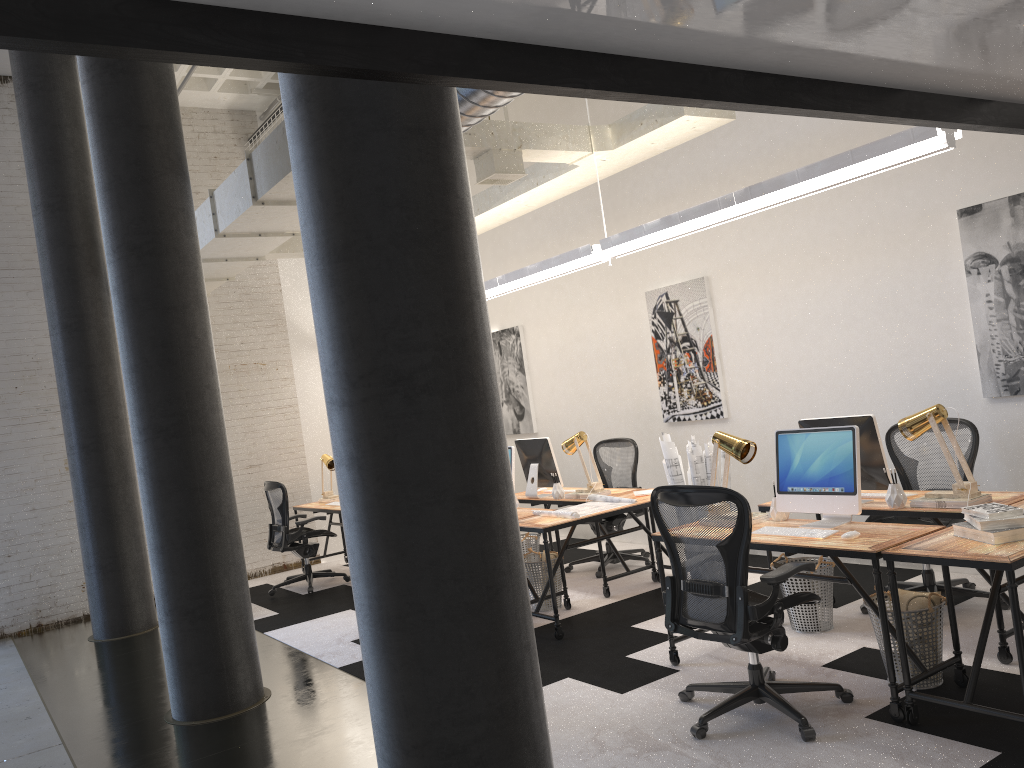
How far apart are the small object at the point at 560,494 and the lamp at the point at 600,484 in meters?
0.3

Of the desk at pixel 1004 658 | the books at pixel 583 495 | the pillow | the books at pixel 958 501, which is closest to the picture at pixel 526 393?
the books at pixel 583 495

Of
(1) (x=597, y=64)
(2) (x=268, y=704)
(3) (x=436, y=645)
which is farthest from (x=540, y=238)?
(1) (x=597, y=64)

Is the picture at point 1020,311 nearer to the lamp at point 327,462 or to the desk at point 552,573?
the desk at point 552,573

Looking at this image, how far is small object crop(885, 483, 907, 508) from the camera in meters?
4.5 m

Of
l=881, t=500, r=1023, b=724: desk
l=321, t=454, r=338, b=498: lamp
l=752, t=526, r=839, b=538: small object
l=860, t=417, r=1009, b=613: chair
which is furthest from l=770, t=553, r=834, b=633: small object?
l=321, t=454, r=338, b=498: lamp

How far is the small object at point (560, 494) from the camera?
6.9 meters

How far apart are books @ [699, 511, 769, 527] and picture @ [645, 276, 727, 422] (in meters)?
2.69

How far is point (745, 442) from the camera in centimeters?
459cm

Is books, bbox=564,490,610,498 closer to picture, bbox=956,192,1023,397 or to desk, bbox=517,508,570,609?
desk, bbox=517,508,570,609
